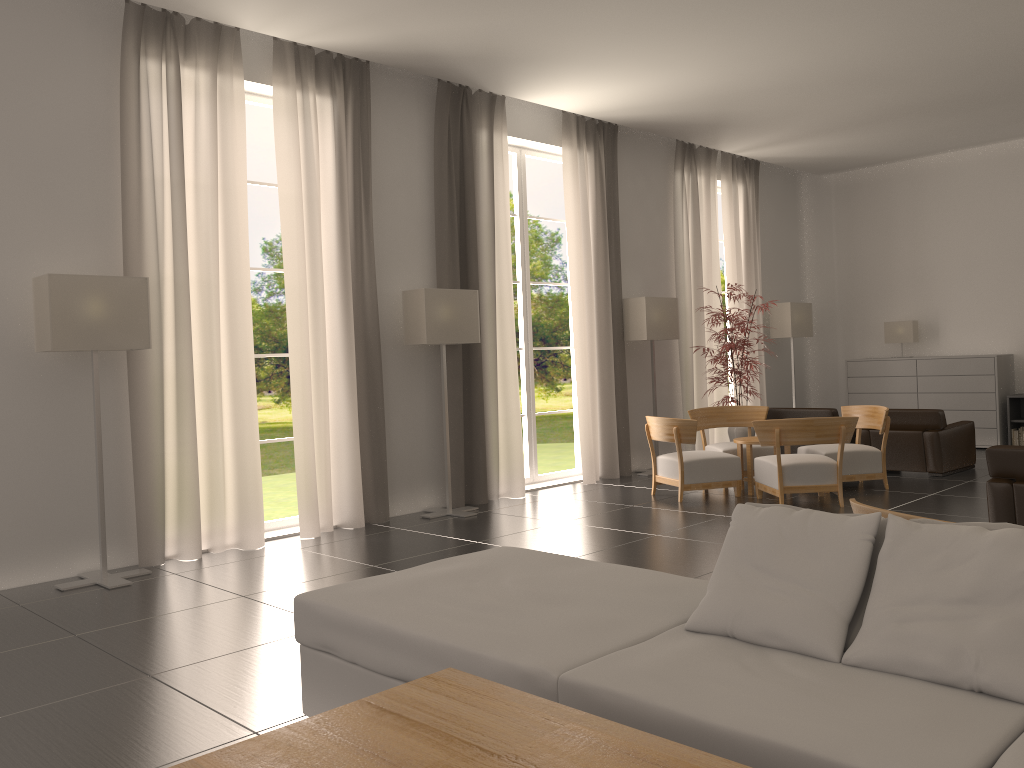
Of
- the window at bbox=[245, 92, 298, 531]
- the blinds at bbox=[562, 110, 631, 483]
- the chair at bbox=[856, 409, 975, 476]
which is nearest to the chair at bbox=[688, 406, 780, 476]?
the blinds at bbox=[562, 110, 631, 483]

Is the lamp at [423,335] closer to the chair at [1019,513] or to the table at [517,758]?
the chair at [1019,513]

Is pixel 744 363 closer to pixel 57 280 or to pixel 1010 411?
pixel 1010 411

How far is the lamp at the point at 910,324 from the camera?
19.12m

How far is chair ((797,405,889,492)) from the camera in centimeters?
1315cm

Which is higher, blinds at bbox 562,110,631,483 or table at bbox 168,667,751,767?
blinds at bbox 562,110,631,483

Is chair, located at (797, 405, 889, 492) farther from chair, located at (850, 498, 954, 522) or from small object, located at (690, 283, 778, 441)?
chair, located at (850, 498, 954, 522)

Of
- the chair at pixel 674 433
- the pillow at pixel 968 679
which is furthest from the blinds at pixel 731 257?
the pillow at pixel 968 679

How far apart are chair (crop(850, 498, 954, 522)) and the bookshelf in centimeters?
1423cm

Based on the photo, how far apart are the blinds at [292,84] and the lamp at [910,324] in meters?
12.5
